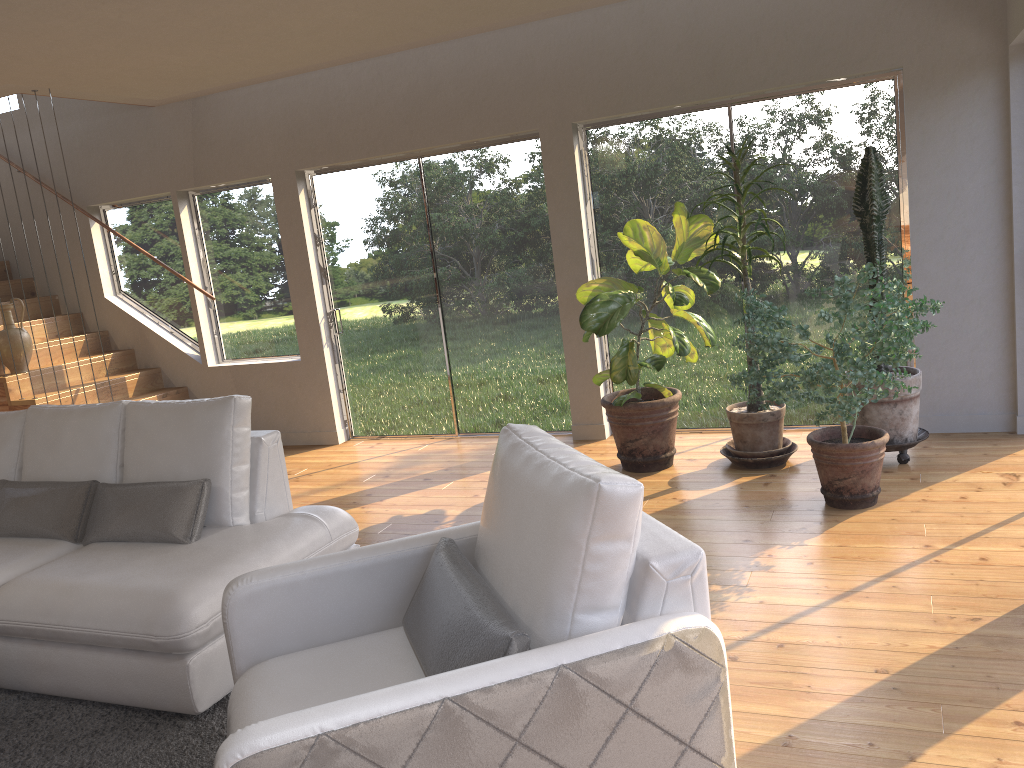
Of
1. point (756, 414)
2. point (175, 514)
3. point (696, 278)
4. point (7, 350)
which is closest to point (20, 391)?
point (7, 350)

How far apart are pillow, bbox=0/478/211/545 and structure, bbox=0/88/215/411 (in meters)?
2.31

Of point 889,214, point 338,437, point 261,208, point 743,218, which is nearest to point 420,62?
point 261,208

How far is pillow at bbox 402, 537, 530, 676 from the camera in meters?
1.9

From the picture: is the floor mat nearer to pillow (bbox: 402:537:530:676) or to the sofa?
the sofa

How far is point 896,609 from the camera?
3.19m

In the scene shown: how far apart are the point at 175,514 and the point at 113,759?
0.98m

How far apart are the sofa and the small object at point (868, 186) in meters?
2.8 m

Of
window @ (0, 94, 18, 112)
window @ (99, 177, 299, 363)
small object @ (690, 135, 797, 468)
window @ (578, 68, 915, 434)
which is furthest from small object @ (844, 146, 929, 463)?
window @ (0, 94, 18, 112)

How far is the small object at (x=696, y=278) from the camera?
4.9m
